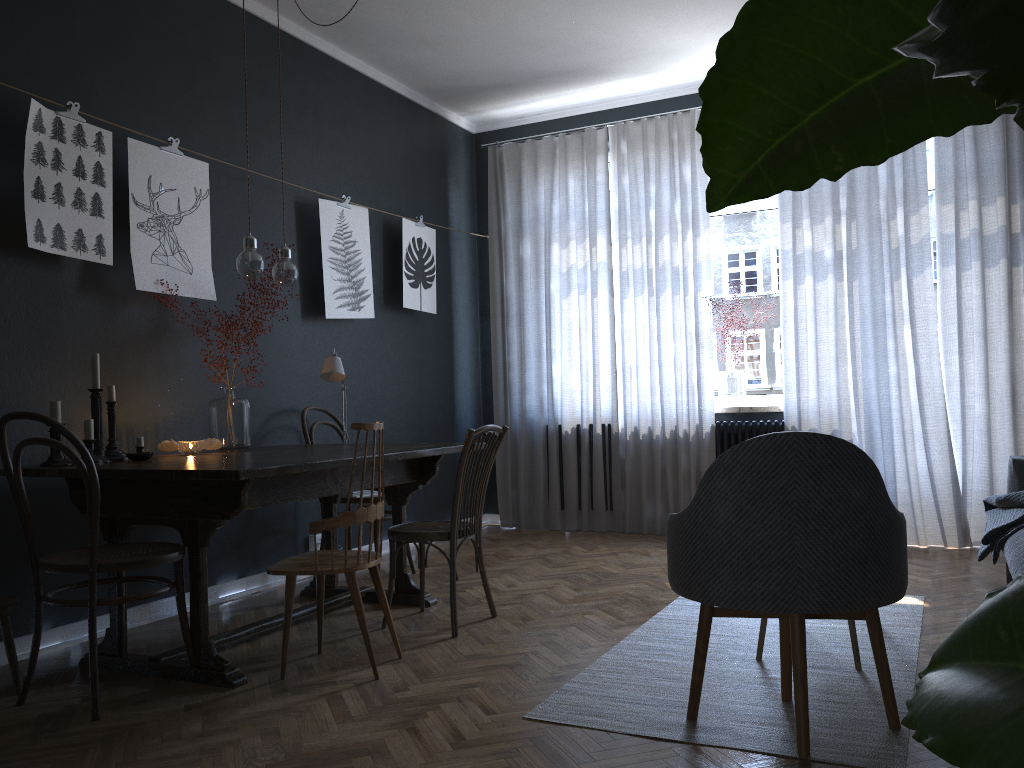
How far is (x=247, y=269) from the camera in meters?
3.5

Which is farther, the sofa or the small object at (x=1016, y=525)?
the small object at (x=1016, y=525)

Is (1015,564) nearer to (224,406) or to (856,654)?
(856,654)

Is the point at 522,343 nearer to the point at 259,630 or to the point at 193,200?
the point at 193,200

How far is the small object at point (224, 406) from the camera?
3.9m

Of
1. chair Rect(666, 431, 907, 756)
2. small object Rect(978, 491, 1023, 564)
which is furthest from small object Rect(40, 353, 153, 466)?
small object Rect(978, 491, 1023, 564)

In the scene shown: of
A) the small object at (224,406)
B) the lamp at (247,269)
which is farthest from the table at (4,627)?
the lamp at (247,269)

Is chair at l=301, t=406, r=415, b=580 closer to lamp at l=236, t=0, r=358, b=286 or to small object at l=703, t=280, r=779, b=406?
lamp at l=236, t=0, r=358, b=286

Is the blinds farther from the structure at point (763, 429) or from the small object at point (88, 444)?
the small object at point (88, 444)

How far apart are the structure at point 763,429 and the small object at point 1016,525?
1.73m
